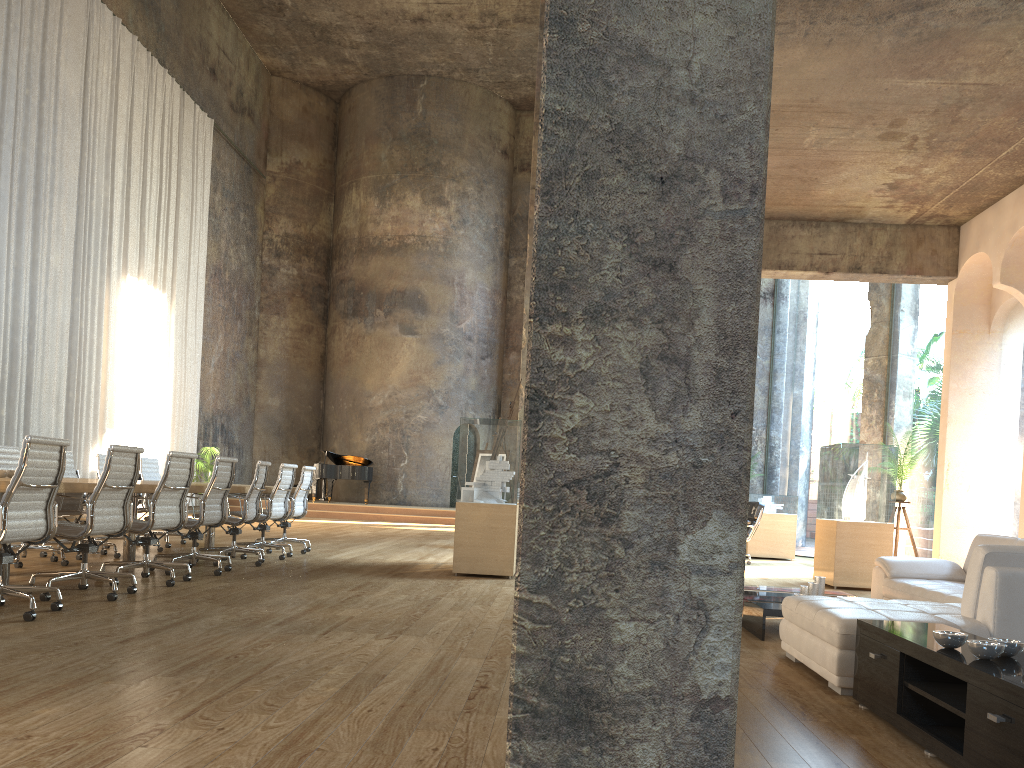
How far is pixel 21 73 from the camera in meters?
13.2 m

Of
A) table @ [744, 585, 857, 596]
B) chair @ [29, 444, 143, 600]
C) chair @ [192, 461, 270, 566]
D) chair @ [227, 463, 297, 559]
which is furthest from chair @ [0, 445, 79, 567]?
table @ [744, 585, 857, 596]

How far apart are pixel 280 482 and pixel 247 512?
0.9m

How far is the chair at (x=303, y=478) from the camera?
10.1m

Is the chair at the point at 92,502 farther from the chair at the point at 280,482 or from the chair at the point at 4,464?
the chair at the point at 280,482

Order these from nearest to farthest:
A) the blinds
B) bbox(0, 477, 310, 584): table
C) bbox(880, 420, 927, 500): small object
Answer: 1. bbox(0, 477, 310, 584): table
2. bbox(880, 420, 927, 500): small object
3. the blinds

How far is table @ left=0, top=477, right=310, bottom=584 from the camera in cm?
556

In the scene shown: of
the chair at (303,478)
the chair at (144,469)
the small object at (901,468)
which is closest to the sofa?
the small object at (901,468)

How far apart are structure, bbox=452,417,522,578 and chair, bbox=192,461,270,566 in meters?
1.9

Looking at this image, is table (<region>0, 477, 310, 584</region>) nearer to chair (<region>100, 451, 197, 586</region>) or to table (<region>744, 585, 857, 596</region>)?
chair (<region>100, 451, 197, 586</region>)
